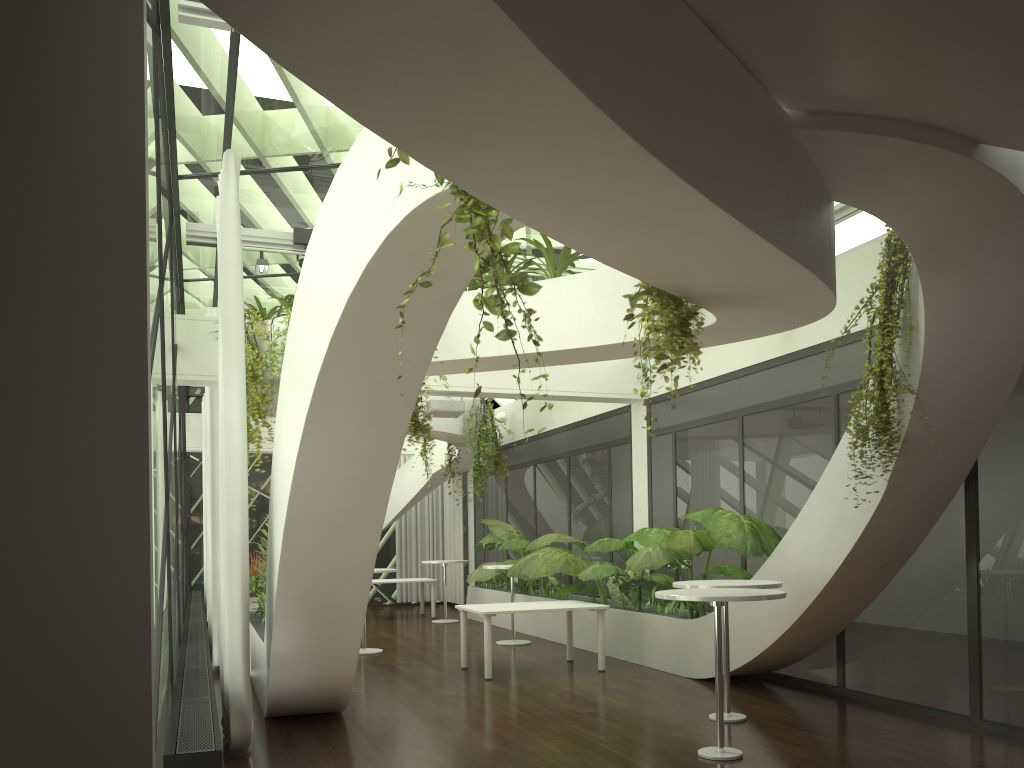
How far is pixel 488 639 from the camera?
8.88m

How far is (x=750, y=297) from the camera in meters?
4.5 m

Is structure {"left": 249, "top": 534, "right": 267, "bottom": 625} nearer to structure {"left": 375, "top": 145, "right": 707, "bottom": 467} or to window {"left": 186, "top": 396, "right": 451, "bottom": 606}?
structure {"left": 375, "top": 145, "right": 707, "bottom": 467}

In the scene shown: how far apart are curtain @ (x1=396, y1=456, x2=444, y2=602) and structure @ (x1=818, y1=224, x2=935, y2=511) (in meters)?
14.00

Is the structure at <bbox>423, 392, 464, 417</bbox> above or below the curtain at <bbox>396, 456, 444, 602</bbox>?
above

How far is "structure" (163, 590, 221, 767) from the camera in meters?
3.9

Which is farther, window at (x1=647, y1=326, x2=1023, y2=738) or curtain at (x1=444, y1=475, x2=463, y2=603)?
curtain at (x1=444, y1=475, x2=463, y2=603)

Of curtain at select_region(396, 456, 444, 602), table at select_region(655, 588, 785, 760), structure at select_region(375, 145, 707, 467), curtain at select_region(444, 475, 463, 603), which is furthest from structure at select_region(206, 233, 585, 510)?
curtain at select_region(396, 456, 444, 602)

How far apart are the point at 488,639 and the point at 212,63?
5.83m

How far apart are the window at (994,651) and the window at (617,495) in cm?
60
